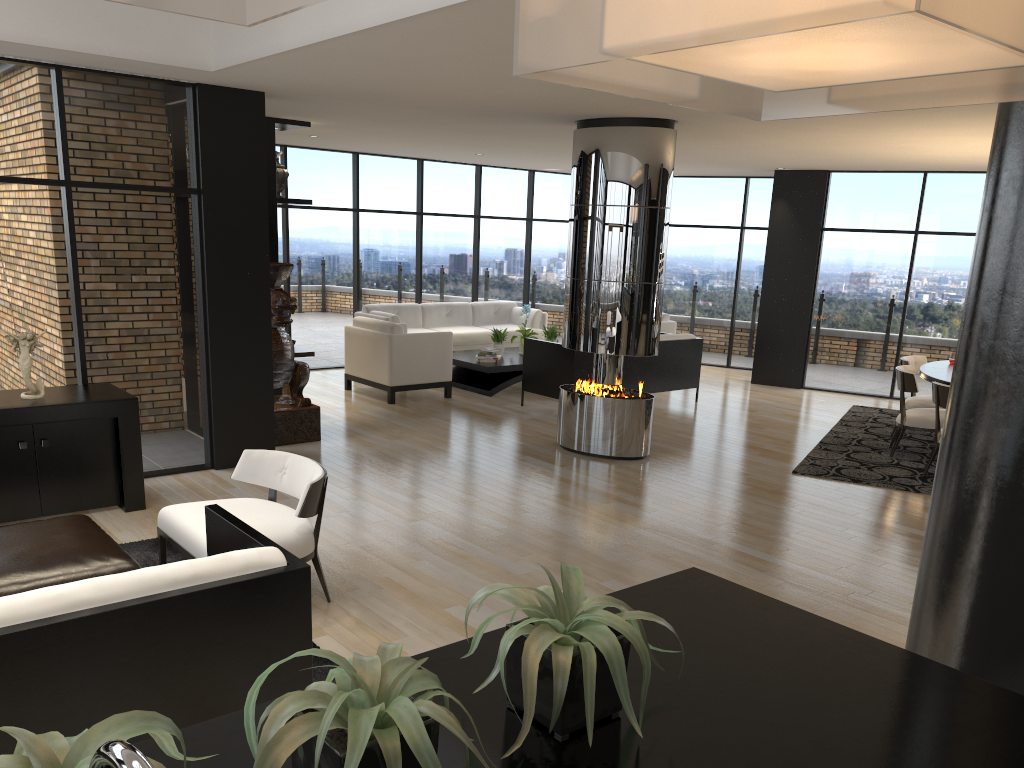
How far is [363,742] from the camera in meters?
1.0 m

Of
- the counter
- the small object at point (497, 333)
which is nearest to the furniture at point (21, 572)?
the counter

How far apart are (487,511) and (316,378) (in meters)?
5.54

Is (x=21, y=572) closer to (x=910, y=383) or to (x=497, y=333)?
(x=910, y=383)

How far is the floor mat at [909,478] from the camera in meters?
7.2 m

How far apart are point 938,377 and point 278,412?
5.7m

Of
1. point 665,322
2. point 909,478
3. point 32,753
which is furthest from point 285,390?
point 32,753

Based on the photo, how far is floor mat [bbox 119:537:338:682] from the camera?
3.66m

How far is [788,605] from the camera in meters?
1.9

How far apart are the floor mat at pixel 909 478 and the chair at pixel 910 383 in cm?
10
